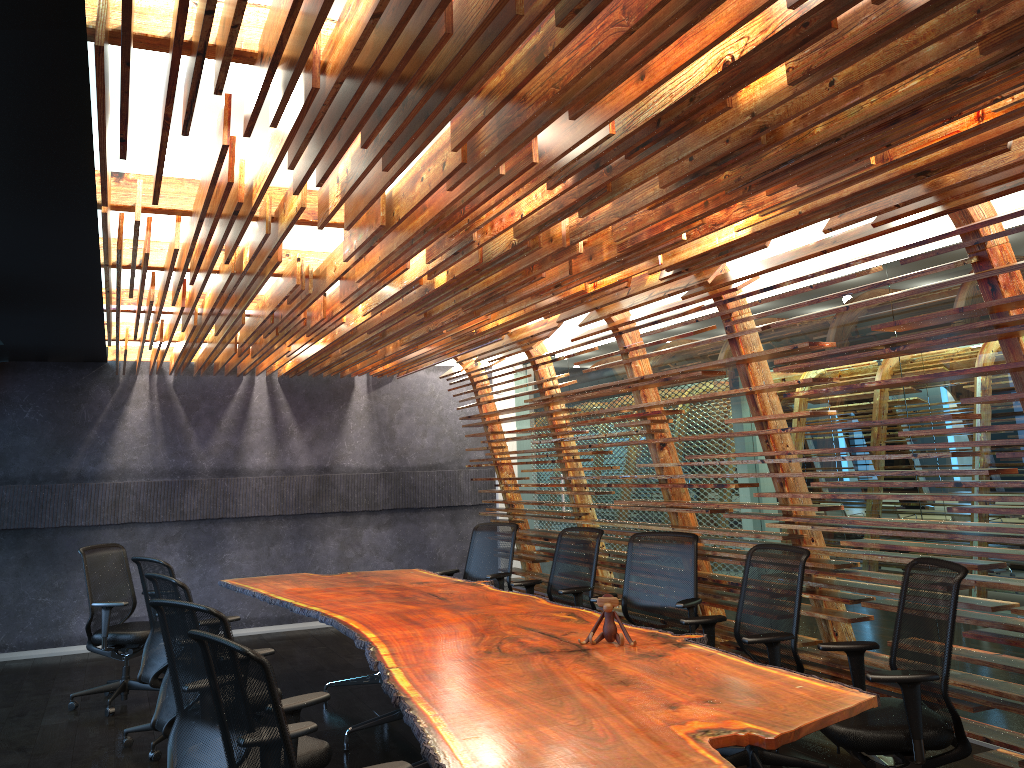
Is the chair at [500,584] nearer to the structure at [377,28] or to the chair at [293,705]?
the structure at [377,28]

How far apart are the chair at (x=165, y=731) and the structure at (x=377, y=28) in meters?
1.7 m

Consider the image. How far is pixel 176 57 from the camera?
2.5 meters

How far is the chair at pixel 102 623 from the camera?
7.2 meters

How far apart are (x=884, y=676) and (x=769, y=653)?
1.0m

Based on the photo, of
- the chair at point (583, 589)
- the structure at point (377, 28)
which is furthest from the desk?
the structure at point (377, 28)

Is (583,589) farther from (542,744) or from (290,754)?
(290,754)

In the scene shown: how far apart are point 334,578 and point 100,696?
2.20m

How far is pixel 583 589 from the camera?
7.02m

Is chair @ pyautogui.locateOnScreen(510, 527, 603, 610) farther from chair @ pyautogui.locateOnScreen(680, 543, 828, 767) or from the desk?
chair @ pyautogui.locateOnScreen(680, 543, 828, 767)
